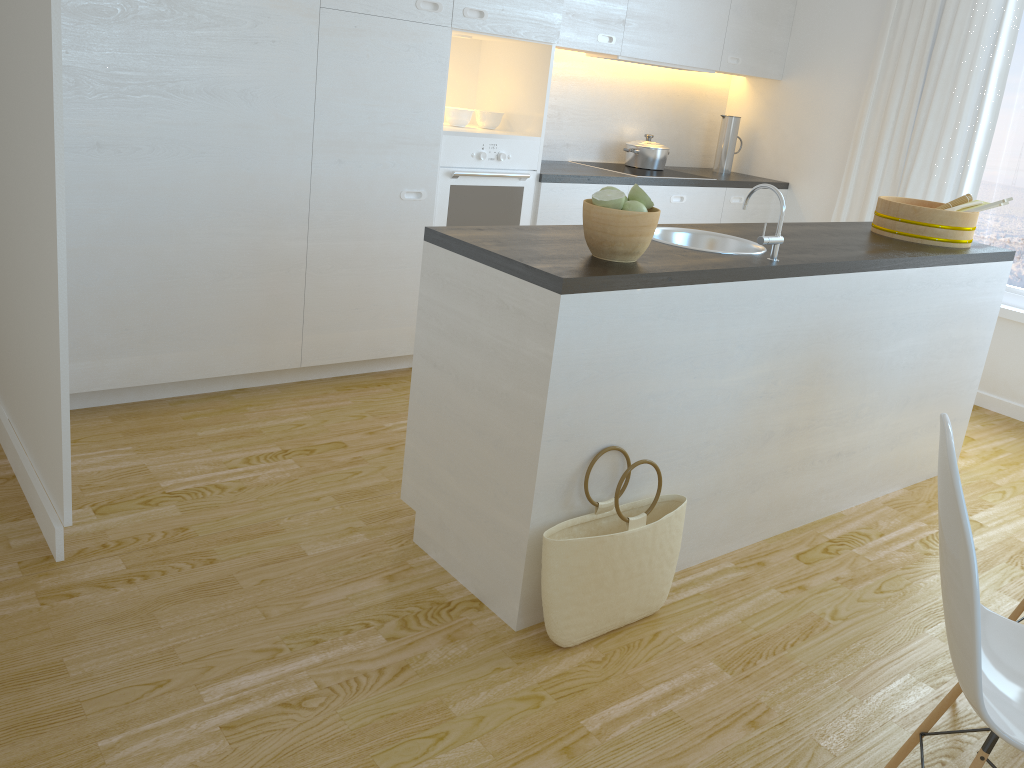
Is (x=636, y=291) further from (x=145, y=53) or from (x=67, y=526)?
(x=145, y=53)

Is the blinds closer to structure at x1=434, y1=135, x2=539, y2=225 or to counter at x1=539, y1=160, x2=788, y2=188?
counter at x1=539, y1=160, x2=788, y2=188

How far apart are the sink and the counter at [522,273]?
0.1m

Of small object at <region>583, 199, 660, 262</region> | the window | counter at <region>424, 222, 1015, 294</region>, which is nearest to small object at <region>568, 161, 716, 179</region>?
counter at <region>424, 222, 1015, 294</region>

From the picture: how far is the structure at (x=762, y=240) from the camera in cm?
255

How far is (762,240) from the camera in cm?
255

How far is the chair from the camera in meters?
1.4

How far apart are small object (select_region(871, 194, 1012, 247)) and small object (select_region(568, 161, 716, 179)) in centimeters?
148cm

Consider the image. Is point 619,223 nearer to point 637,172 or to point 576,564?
point 576,564

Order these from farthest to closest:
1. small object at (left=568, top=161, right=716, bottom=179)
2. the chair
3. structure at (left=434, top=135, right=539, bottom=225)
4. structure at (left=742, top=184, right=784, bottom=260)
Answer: small object at (left=568, top=161, right=716, bottom=179) → structure at (left=434, top=135, right=539, bottom=225) → structure at (left=742, top=184, right=784, bottom=260) → the chair
